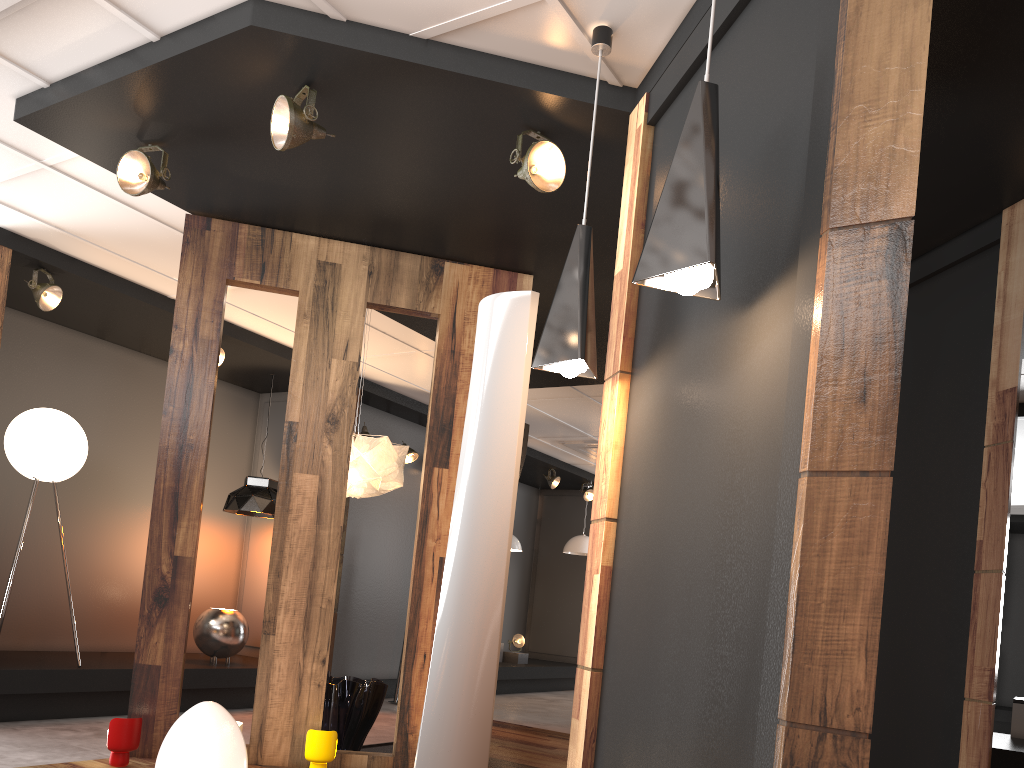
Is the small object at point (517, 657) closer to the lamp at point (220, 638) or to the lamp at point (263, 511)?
the lamp at point (263, 511)

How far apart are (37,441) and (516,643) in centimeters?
677cm

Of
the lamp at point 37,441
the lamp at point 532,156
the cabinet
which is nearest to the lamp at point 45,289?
the lamp at point 37,441

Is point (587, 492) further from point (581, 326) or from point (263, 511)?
point (581, 326)

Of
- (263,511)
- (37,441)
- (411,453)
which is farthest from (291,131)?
(411,453)

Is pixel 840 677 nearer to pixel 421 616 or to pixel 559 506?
pixel 421 616

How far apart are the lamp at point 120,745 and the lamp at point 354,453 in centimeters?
173cm

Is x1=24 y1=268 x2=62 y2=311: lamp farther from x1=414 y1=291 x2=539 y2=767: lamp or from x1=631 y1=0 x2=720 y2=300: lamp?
x1=631 y1=0 x2=720 y2=300: lamp

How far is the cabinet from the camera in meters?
7.4

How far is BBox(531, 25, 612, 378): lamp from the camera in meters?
2.9
